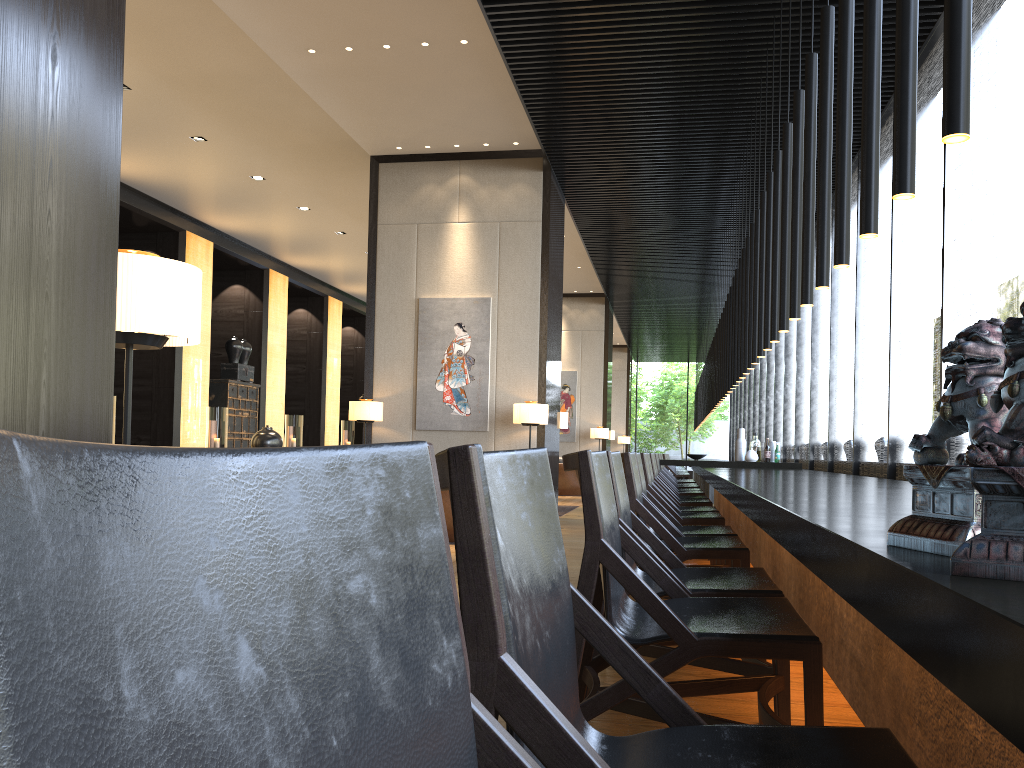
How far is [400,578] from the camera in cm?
55

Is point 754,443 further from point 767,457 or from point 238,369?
point 238,369

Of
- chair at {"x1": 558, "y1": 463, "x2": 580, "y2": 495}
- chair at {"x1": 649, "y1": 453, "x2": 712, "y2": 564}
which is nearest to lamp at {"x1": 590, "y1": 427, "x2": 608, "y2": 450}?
chair at {"x1": 558, "y1": 463, "x2": 580, "y2": 495}

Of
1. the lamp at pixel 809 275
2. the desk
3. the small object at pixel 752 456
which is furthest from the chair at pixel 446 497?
the lamp at pixel 809 275

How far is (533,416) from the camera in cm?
935

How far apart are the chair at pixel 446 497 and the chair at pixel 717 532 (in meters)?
3.43

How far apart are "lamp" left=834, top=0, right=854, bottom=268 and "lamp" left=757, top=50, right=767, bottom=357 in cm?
330

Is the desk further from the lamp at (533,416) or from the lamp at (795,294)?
the lamp at (533,416)

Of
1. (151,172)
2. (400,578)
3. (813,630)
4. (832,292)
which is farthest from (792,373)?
(400,578)

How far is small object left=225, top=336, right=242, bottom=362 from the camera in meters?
15.7 m
